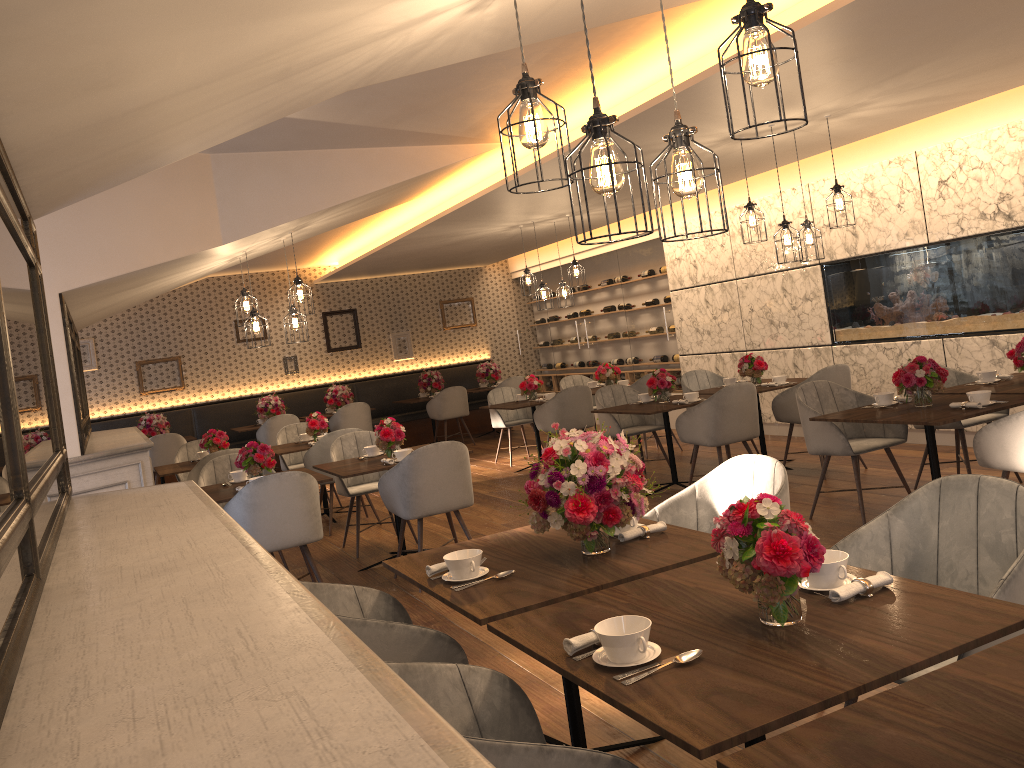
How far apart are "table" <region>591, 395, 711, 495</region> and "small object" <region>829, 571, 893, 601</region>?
4.69m

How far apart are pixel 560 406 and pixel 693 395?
2.0m

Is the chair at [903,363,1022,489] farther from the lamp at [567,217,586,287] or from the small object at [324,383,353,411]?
the small object at [324,383,353,411]

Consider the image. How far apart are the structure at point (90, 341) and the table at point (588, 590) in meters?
10.5 m

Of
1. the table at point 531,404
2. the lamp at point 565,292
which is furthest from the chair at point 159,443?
the lamp at point 565,292

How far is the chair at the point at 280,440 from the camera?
8.98m

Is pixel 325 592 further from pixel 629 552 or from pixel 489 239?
pixel 489 239

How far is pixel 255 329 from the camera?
6.79m

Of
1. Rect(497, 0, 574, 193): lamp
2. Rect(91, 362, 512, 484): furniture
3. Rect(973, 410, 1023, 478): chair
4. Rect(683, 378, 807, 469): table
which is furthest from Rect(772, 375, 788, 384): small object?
Rect(91, 362, 512, 484): furniture

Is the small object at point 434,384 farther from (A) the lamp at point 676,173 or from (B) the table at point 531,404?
(A) the lamp at point 676,173
